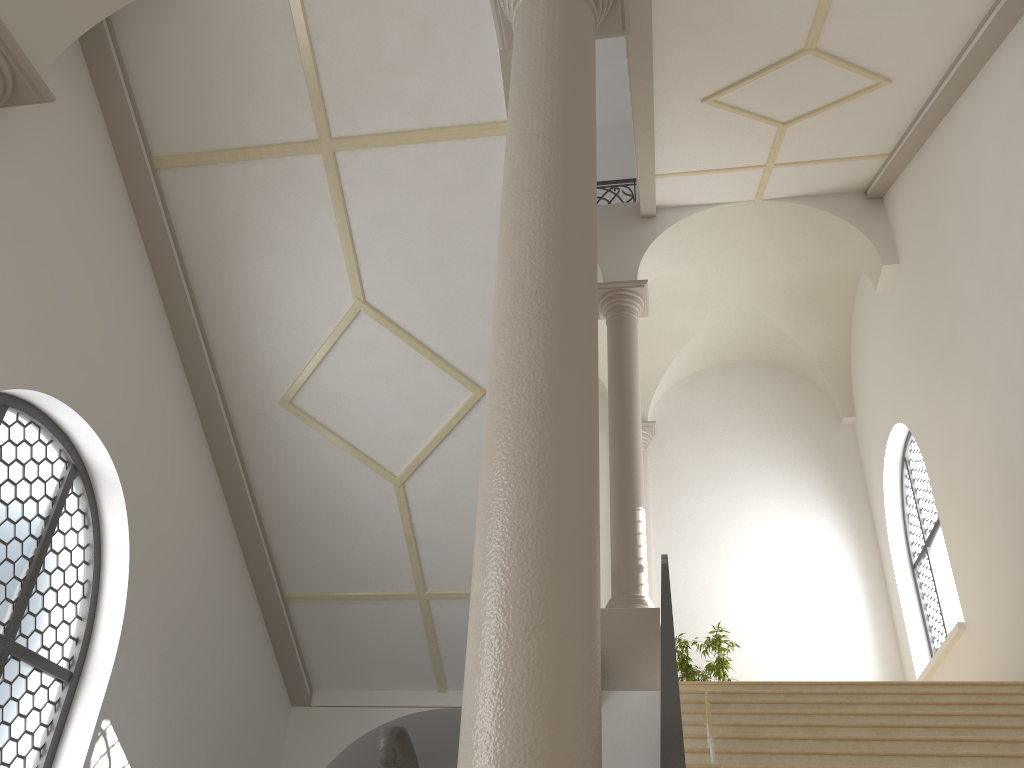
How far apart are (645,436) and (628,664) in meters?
5.7 m

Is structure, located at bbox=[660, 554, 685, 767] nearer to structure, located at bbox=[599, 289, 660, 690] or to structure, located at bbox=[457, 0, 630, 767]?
structure, located at bbox=[457, 0, 630, 767]

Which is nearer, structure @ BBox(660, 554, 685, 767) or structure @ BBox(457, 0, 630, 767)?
structure @ BBox(457, 0, 630, 767)

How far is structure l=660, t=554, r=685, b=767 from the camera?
2.36m

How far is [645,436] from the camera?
13.67m

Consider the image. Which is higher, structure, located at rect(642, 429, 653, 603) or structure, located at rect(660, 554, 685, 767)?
structure, located at rect(642, 429, 653, 603)

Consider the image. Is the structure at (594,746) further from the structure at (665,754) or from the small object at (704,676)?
the small object at (704,676)

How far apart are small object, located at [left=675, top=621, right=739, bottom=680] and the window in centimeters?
224cm

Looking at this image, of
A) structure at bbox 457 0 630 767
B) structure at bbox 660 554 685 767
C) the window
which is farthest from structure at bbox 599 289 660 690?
structure at bbox 457 0 630 767

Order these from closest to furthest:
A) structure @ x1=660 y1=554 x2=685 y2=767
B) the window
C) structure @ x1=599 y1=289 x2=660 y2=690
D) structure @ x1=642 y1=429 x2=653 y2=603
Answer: structure @ x1=660 y1=554 x2=685 y2=767 → structure @ x1=599 y1=289 x2=660 y2=690 → the window → structure @ x1=642 y1=429 x2=653 y2=603
